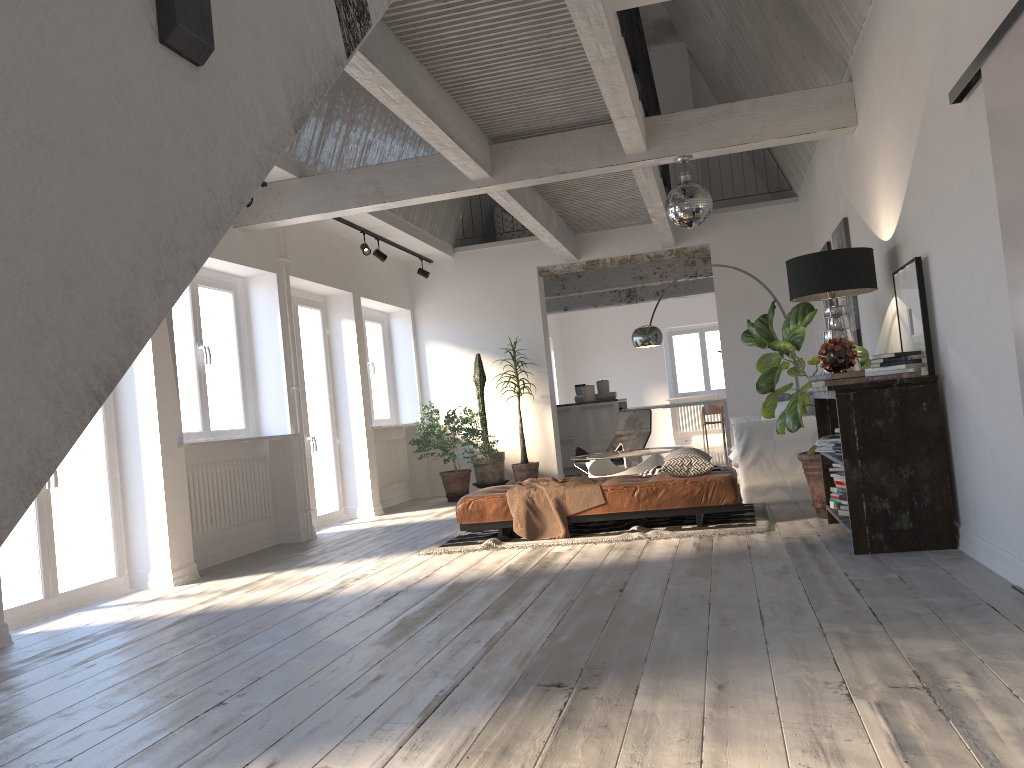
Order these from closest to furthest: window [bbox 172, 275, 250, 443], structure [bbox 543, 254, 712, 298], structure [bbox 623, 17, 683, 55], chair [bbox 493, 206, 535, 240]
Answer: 1. window [bbox 172, 275, 250, 443]
2. chair [bbox 493, 206, 535, 240]
3. structure [bbox 623, 17, 683, 55]
4. structure [bbox 543, 254, 712, 298]

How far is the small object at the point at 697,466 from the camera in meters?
6.2 m

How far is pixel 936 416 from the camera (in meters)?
4.55

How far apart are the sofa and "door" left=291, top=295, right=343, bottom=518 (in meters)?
4.02

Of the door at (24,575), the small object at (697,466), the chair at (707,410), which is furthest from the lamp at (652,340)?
the chair at (707,410)

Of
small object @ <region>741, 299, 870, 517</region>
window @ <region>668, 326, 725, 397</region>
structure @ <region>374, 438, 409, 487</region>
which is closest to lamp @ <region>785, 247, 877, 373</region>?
small object @ <region>741, 299, 870, 517</region>

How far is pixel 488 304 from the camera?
11.1 meters

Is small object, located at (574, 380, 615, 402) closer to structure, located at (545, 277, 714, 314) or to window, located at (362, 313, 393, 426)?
structure, located at (545, 277, 714, 314)

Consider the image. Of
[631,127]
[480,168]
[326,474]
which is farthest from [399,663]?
[326,474]

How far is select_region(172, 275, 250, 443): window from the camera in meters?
6.9
